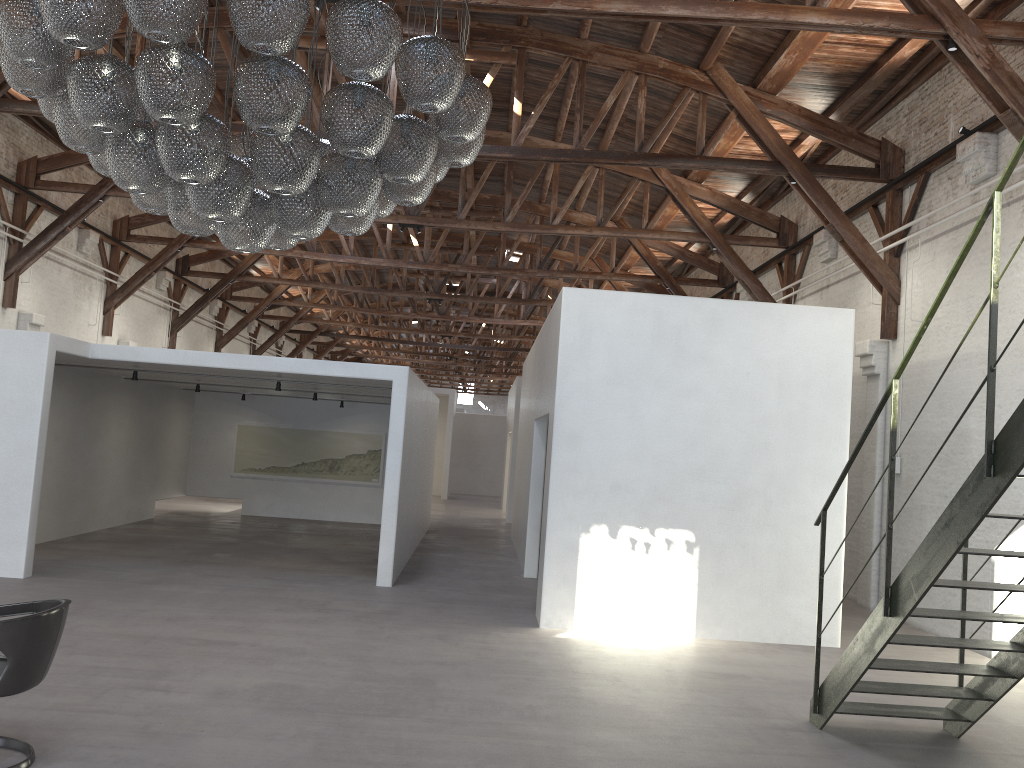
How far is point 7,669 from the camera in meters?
4.0

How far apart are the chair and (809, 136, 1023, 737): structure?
4.2m

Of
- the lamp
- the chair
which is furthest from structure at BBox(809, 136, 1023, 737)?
the chair

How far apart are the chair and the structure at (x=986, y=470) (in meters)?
4.24

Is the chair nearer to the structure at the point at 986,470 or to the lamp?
the lamp

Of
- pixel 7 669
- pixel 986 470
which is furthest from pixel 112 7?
pixel 986 470

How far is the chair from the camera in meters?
4.0

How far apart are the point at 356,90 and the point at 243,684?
3.8 meters

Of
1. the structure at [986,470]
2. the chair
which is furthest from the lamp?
the structure at [986,470]

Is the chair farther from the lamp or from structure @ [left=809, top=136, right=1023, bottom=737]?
structure @ [left=809, top=136, right=1023, bottom=737]
